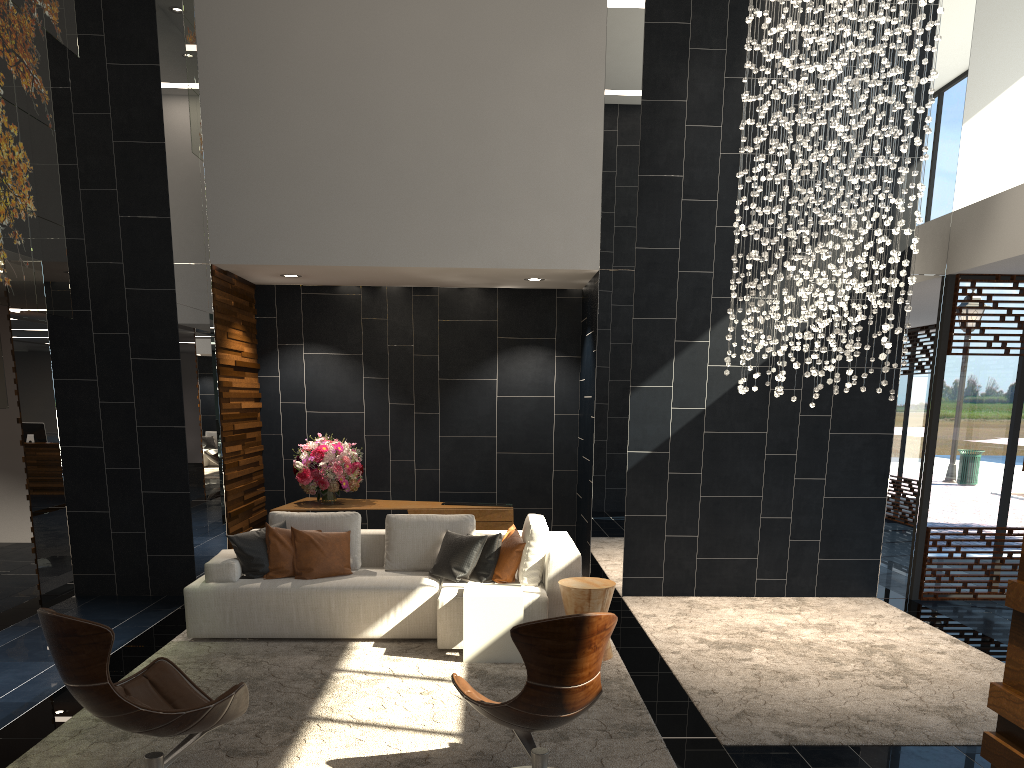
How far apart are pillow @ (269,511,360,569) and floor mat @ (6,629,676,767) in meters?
0.7 m

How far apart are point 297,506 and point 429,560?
2.0m

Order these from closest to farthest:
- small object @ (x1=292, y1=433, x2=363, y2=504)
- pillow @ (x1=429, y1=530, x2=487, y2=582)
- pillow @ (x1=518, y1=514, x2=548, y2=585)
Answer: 1. pillow @ (x1=518, y1=514, x2=548, y2=585)
2. pillow @ (x1=429, y1=530, x2=487, y2=582)
3. small object @ (x1=292, y1=433, x2=363, y2=504)

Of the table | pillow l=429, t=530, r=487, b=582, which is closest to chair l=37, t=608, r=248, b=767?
the table

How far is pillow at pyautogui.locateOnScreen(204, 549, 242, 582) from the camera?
6.1 meters

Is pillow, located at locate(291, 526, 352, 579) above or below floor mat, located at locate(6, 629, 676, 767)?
above

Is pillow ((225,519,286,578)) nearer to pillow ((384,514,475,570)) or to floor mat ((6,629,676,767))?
floor mat ((6,629,676,767))

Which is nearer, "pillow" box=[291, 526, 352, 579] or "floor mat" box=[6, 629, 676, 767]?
"floor mat" box=[6, 629, 676, 767]

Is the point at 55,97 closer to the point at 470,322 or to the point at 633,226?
the point at 470,322

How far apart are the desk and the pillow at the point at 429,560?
1.3m
